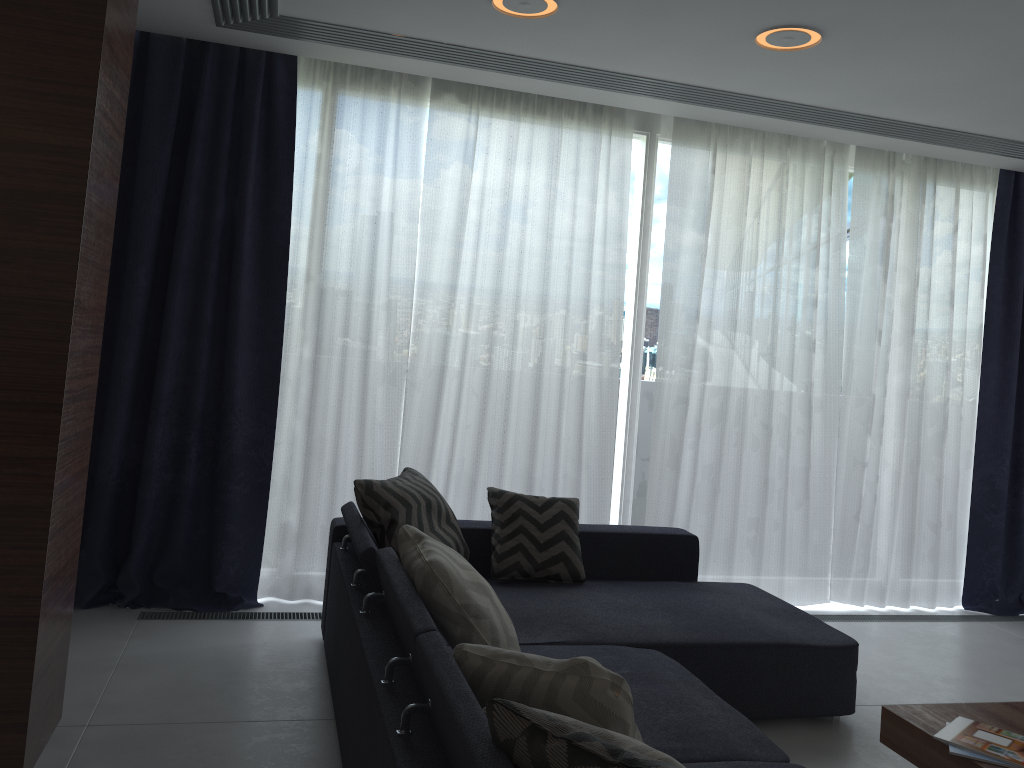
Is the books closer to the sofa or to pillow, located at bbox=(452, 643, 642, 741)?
the sofa

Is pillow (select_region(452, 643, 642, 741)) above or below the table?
above

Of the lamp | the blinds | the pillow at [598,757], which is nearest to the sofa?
the pillow at [598,757]

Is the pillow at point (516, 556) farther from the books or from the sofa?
the books

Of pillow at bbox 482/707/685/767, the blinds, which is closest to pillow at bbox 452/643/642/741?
pillow at bbox 482/707/685/767

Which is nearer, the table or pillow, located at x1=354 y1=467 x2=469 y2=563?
the table

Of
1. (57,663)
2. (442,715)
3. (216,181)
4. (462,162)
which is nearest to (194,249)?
(216,181)

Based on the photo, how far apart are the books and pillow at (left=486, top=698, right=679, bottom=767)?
1.4m

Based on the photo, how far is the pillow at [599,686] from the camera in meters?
1.7

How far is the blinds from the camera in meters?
4.0 m
